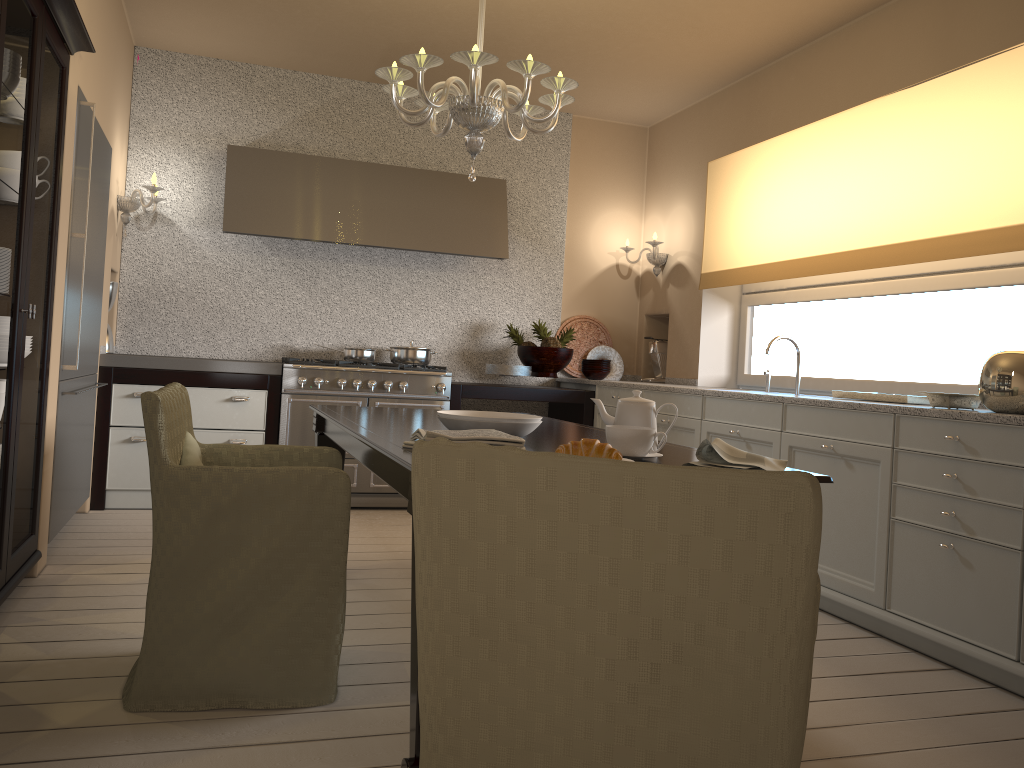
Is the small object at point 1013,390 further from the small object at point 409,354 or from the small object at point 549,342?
the small object at point 409,354

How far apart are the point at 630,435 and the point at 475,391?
3.13m

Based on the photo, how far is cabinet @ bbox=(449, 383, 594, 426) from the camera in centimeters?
506cm

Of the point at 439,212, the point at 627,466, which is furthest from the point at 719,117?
the point at 627,466

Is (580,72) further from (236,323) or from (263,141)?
(236,323)

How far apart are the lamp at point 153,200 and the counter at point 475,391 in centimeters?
195cm

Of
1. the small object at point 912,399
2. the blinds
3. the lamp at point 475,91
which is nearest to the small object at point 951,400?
the small object at point 912,399

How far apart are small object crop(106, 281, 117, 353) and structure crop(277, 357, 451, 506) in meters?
0.9 m

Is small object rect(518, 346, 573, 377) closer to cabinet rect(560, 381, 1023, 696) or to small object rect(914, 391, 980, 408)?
cabinet rect(560, 381, 1023, 696)

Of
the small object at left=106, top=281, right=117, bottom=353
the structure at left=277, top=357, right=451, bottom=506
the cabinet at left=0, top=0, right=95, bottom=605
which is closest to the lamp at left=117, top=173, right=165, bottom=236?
the small object at left=106, top=281, right=117, bottom=353
